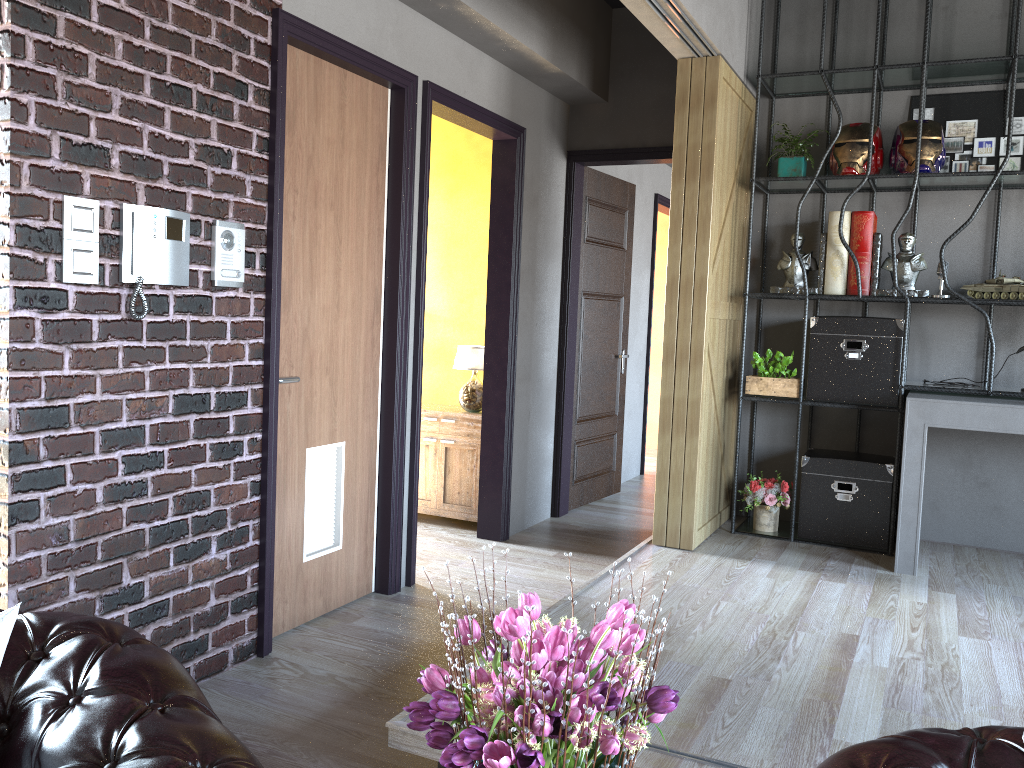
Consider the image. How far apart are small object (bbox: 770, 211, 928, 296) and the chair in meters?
4.2

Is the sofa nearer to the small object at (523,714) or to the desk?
the small object at (523,714)

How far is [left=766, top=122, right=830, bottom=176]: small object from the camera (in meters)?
5.02

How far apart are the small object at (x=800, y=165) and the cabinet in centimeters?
233cm

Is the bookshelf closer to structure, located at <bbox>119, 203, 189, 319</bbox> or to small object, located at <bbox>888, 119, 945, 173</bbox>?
small object, located at <bbox>888, 119, 945, 173</bbox>

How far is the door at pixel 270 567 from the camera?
3.56m

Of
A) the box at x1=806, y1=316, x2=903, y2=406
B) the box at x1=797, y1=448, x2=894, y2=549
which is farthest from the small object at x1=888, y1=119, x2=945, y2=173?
the box at x1=797, y1=448, x2=894, y2=549

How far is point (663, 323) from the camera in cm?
967

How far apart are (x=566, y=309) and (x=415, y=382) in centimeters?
194cm

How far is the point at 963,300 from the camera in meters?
4.6
